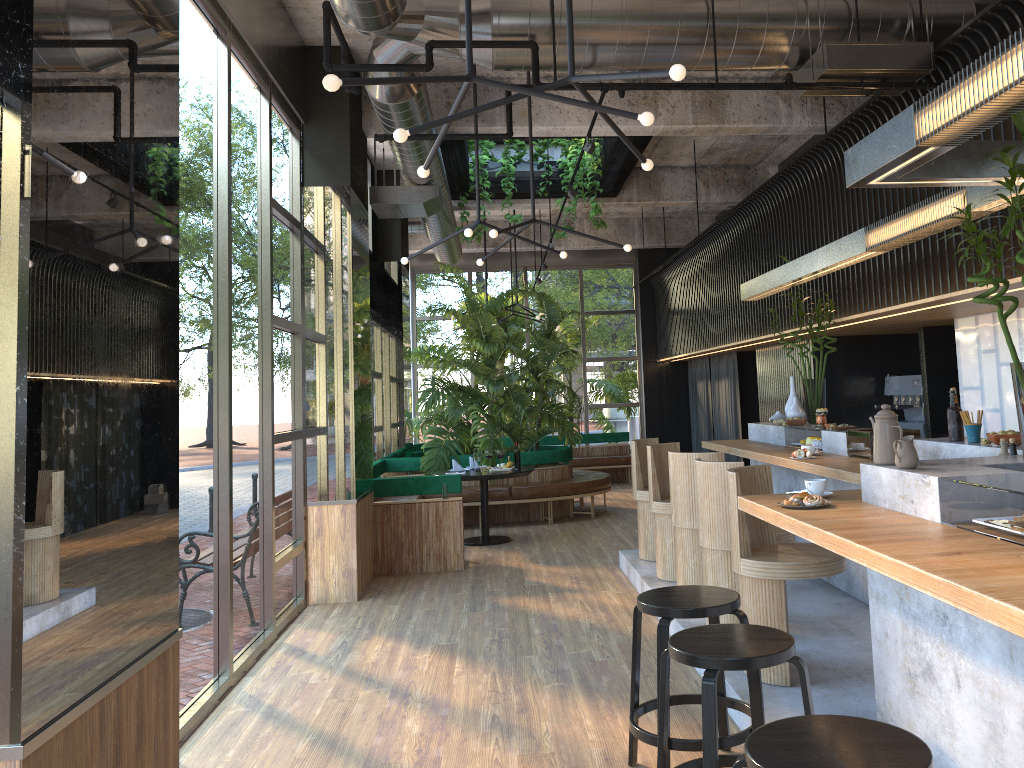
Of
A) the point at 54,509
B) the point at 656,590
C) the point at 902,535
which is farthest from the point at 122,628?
the point at 902,535

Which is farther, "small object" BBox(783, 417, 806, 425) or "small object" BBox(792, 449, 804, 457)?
"small object" BBox(783, 417, 806, 425)

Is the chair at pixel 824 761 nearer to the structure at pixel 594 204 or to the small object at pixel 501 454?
the small object at pixel 501 454

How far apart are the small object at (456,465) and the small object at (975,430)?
6.2m

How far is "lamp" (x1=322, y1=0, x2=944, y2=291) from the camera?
4.9 meters

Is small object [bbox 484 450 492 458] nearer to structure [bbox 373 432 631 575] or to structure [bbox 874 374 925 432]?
structure [bbox 373 432 631 575]

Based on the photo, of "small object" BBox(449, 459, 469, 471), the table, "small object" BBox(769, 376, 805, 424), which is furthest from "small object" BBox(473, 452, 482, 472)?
"small object" BBox(769, 376, 805, 424)

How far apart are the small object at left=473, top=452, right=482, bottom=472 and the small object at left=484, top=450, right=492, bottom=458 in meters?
1.0 m

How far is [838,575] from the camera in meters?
6.1

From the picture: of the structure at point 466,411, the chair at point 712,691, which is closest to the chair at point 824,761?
the chair at point 712,691
